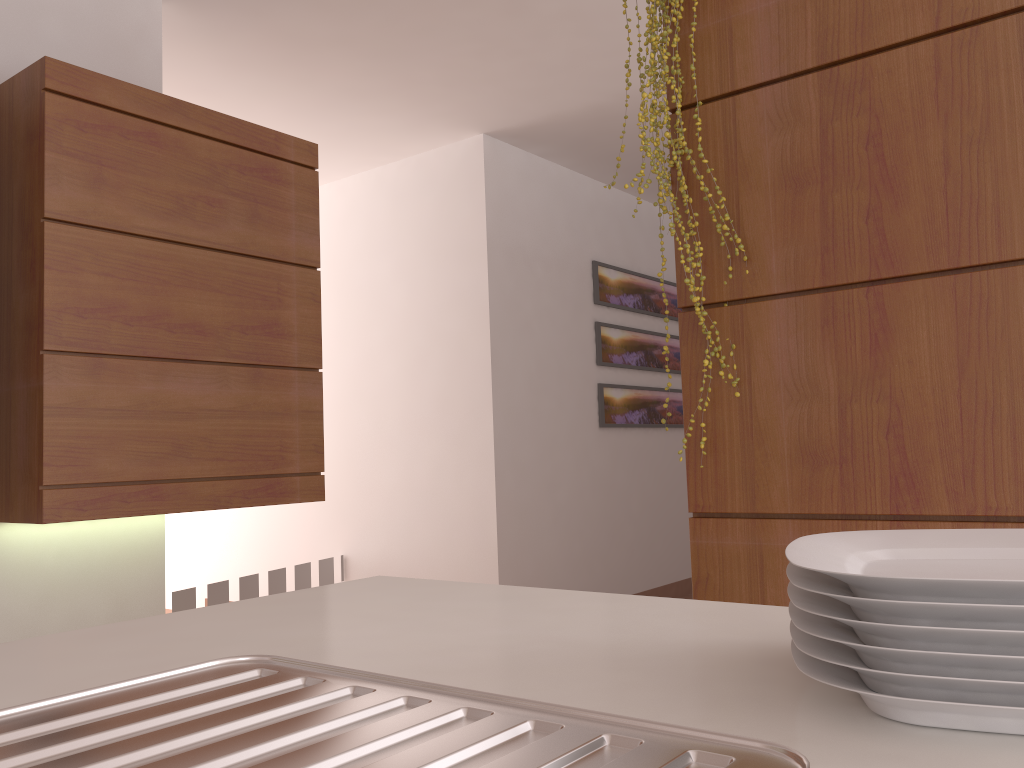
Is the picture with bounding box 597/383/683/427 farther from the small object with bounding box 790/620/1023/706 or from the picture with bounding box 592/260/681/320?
the small object with bounding box 790/620/1023/706

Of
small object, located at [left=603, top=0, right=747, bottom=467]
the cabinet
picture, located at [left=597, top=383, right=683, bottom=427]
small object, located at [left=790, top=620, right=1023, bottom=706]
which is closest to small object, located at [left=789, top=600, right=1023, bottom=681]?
small object, located at [left=790, top=620, right=1023, bottom=706]

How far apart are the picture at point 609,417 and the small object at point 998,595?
4.4m

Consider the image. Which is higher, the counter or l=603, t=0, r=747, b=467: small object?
l=603, t=0, r=747, b=467: small object

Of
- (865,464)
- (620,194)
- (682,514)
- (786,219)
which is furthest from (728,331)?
(682,514)

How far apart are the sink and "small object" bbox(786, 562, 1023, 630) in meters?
0.1 m

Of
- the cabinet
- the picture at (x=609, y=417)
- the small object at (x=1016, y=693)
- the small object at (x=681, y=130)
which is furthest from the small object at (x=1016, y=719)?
the picture at (x=609, y=417)

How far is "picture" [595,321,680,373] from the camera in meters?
5.1

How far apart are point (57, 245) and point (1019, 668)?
2.4 meters

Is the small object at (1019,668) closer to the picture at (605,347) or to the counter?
the counter
